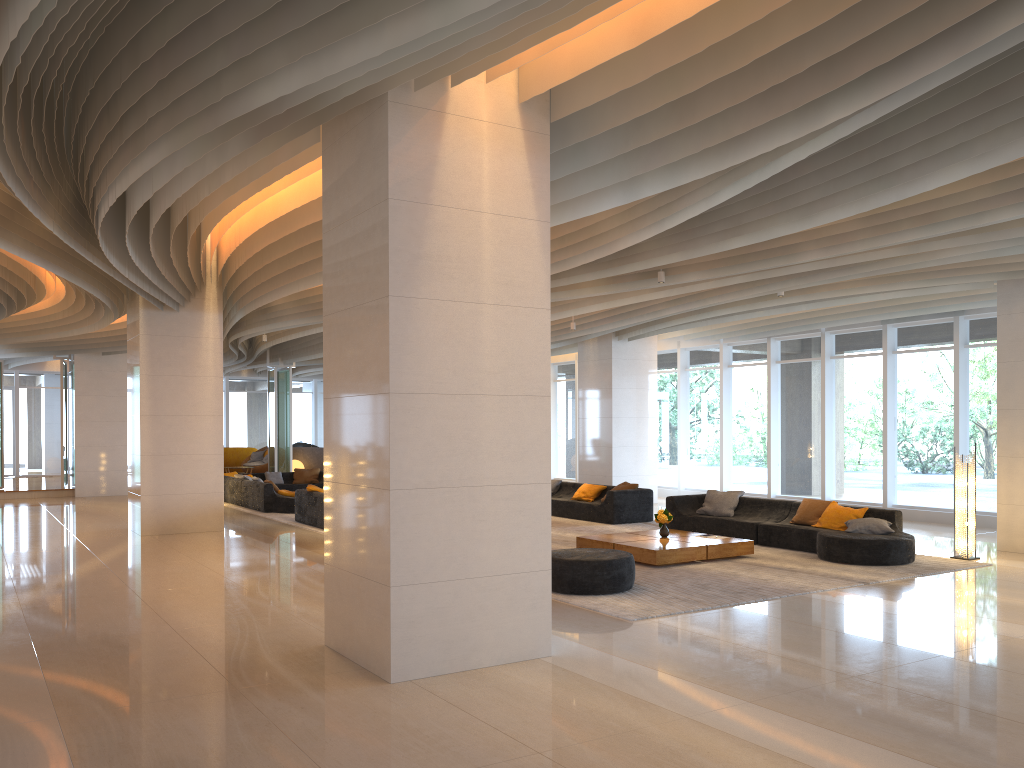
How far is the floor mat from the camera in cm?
828

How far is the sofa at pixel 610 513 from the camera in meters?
15.0

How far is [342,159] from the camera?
6.37m

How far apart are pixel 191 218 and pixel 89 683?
6.0m

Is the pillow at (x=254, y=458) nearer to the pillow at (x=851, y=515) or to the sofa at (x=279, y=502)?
the sofa at (x=279, y=502)

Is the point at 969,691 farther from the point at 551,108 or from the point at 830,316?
the point at 830,316

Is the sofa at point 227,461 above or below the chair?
above

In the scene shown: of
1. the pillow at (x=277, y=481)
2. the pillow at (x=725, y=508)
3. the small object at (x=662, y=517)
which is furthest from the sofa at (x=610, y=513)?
the pillow at (x=277, y=481)

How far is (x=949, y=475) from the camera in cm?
1522

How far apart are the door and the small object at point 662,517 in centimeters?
2421cm
